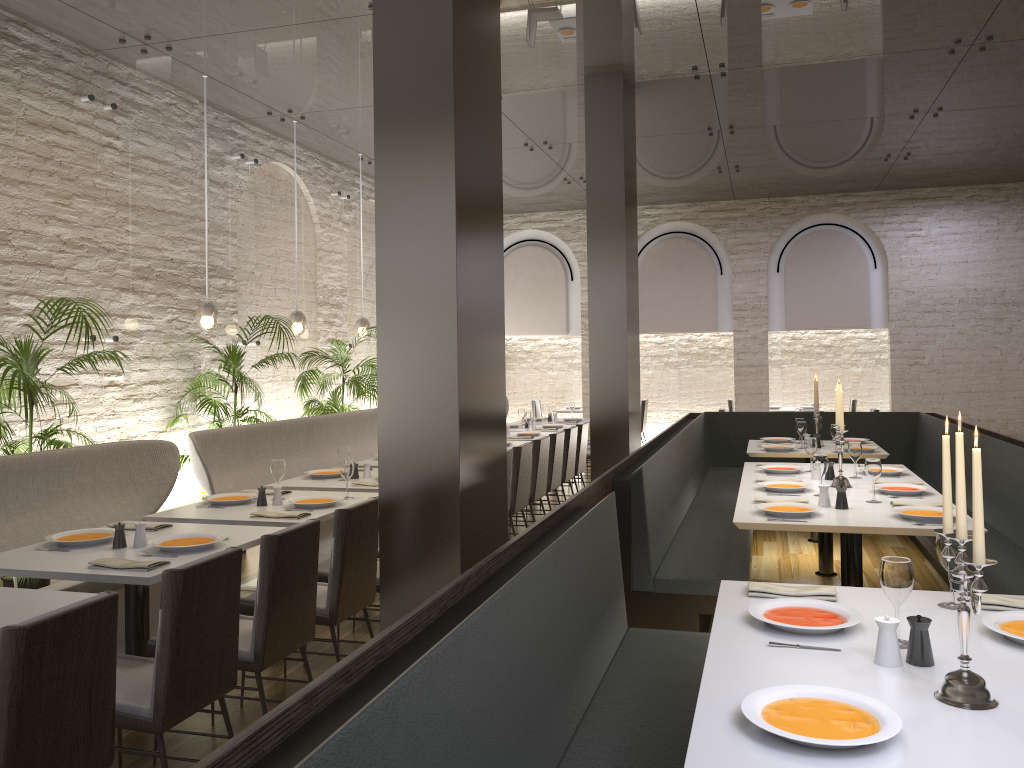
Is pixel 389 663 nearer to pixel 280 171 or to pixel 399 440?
pixel 399 440

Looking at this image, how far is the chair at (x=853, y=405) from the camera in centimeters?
1311cm

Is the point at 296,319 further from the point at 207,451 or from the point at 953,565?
the point at 953,565

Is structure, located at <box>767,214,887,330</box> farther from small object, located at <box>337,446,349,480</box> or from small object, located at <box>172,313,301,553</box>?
small object, located at <box>337,446,349,480</box>

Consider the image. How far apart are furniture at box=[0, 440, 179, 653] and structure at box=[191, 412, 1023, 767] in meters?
2.4

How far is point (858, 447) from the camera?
5.68m

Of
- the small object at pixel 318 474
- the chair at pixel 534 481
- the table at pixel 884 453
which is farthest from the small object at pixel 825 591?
the table at pixel 884 453

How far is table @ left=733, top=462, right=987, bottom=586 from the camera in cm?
412

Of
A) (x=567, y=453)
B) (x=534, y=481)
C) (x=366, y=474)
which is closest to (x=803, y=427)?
(x=567, y=453)

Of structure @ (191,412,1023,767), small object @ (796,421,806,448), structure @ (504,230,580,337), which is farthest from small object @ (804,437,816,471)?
structure @ (504,230,580,337)
